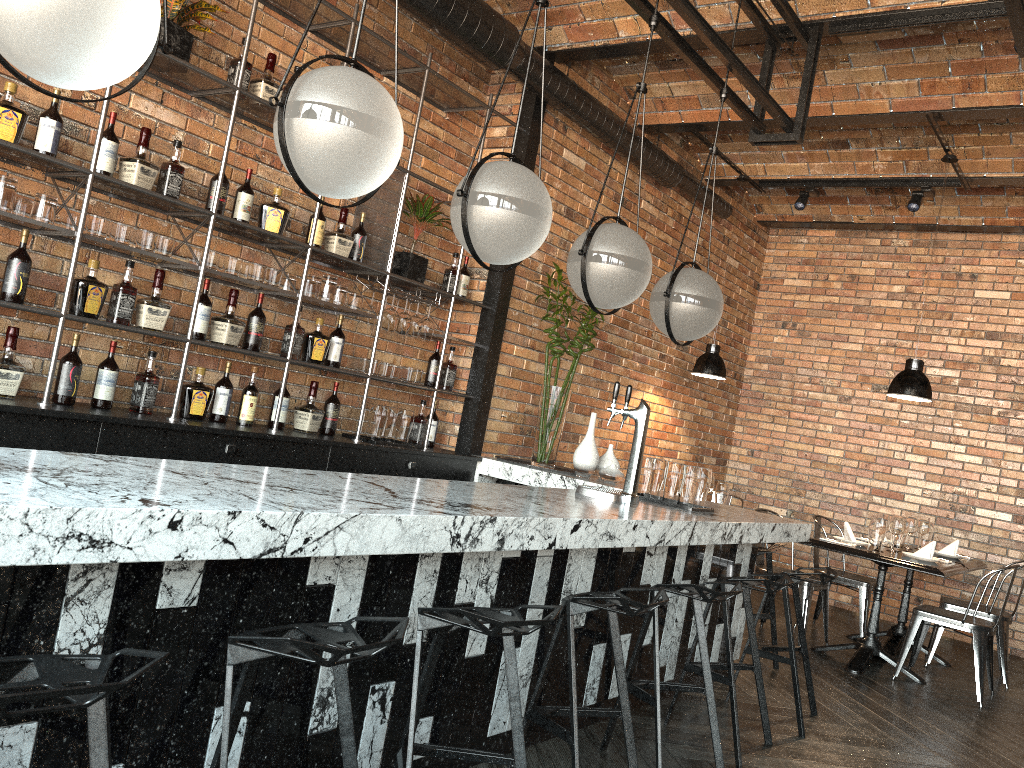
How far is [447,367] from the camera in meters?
5.5 m

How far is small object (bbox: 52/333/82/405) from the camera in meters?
3.6

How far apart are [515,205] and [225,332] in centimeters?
197cm

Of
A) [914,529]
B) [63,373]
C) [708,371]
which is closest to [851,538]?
[914,529]

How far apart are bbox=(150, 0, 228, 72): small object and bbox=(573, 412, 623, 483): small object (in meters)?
2.93

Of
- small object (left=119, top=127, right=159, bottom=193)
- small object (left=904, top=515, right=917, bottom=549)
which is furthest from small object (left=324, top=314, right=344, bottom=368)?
small object (left=904, top=515, right=917, bottom=549)

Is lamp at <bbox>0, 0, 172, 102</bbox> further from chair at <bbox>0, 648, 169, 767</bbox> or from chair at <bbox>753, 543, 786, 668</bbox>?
Result: chair at <bbox>753, 543, 786, 668</bbox>

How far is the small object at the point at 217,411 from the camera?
4.2m

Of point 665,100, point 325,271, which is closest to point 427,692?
point 325,271

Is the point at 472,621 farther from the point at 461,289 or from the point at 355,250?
the point at 461,289
